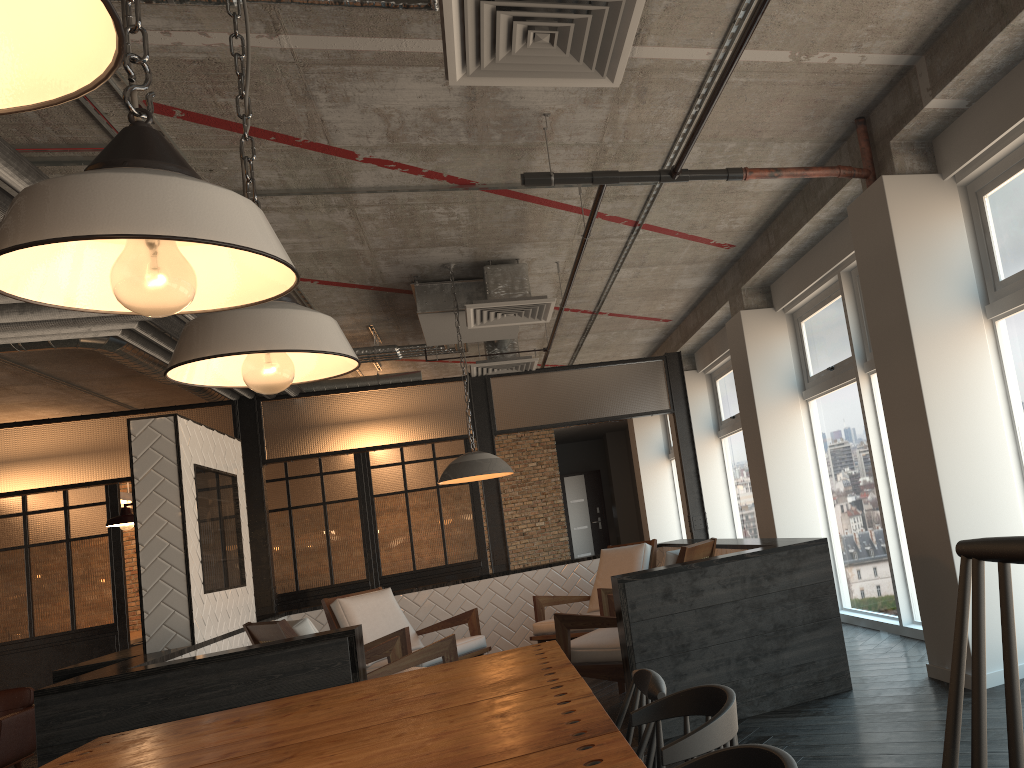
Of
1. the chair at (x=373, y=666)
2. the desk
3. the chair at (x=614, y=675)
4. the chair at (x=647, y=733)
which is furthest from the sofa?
the chair at (x=647, y=733)

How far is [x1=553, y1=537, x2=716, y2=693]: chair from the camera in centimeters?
478cm

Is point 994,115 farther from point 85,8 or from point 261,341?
point 85,8

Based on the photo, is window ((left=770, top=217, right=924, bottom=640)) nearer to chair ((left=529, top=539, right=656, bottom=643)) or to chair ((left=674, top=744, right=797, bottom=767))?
chair ((left=529, top=539, right=656, bottom=643))

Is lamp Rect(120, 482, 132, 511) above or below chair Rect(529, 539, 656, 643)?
above

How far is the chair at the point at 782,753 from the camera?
1.19m

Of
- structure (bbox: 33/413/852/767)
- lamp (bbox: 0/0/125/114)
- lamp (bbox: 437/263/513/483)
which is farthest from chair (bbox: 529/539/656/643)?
lamp (bbox: 0/0/125/114)

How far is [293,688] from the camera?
4.1 meters

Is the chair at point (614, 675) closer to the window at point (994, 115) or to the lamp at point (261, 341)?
the window at point (994, 115)

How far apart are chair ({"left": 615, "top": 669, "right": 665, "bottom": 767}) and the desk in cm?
910
